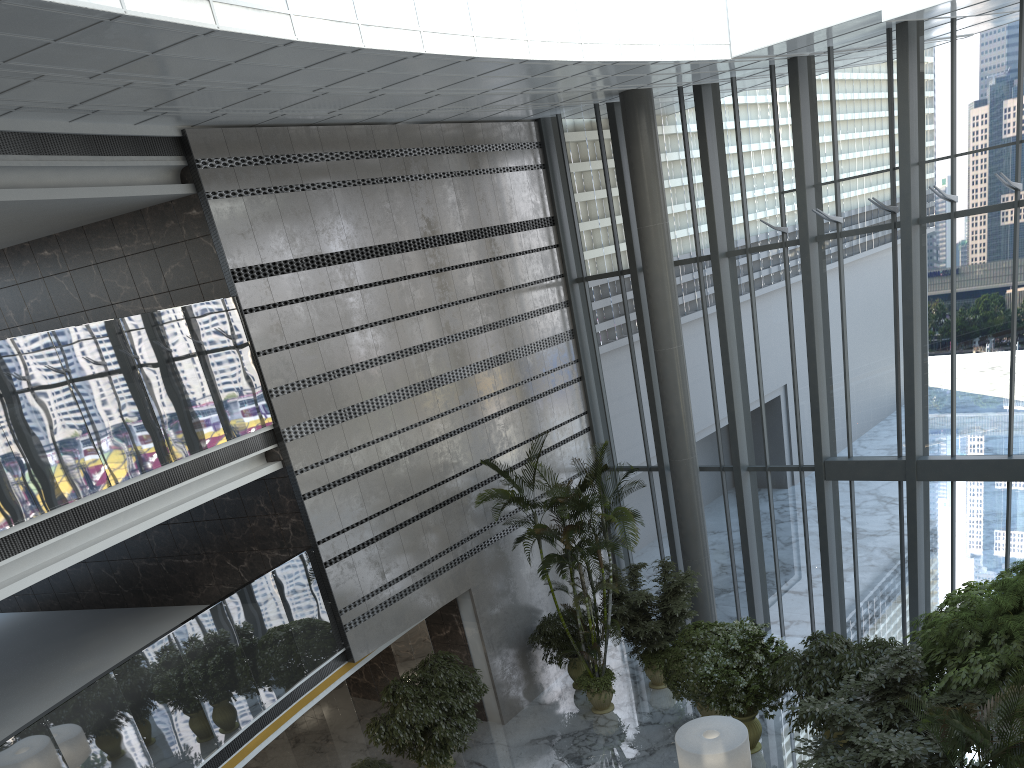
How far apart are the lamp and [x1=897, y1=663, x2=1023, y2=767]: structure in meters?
2.4

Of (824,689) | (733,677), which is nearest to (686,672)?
(733,677)

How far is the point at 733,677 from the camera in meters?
10.6 m

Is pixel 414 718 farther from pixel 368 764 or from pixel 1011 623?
pixel 1011 623

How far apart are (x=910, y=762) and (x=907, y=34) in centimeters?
885cm

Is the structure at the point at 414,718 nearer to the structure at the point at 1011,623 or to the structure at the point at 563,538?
the structure at the point at 563,538

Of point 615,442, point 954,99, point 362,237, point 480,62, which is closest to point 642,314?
point 615,442

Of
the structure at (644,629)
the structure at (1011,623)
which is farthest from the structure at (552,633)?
the structure at (1011,623)

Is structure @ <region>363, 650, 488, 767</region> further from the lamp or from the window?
the window

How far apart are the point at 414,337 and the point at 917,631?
7.60m
